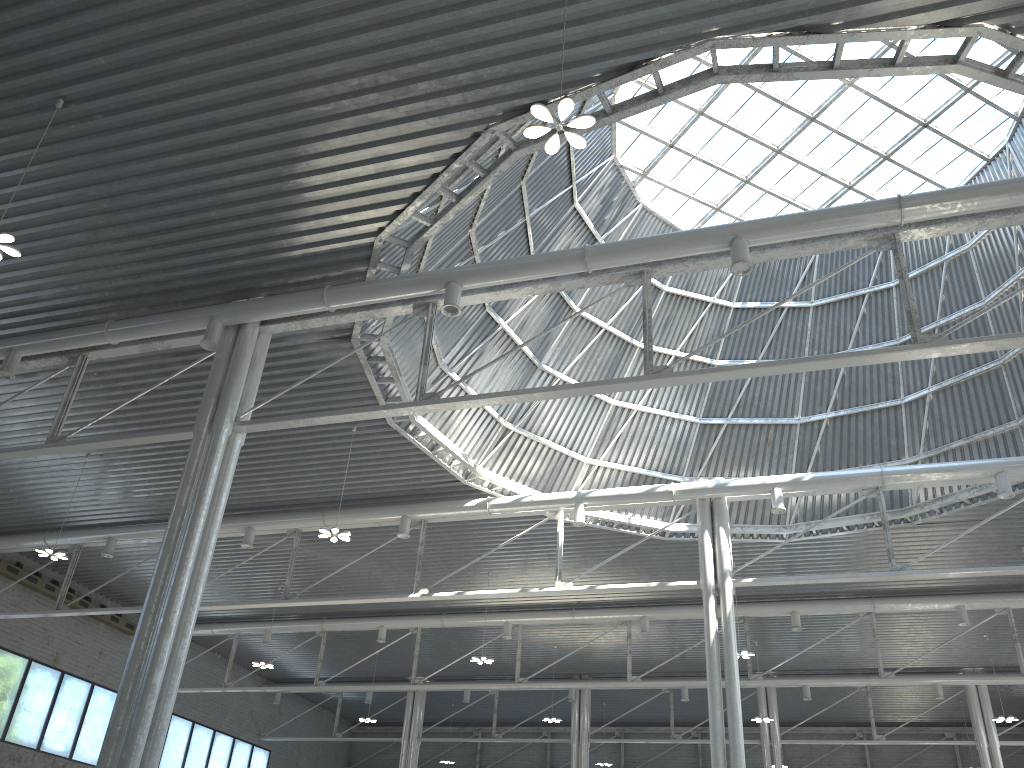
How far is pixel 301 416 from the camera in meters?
22.0 m
